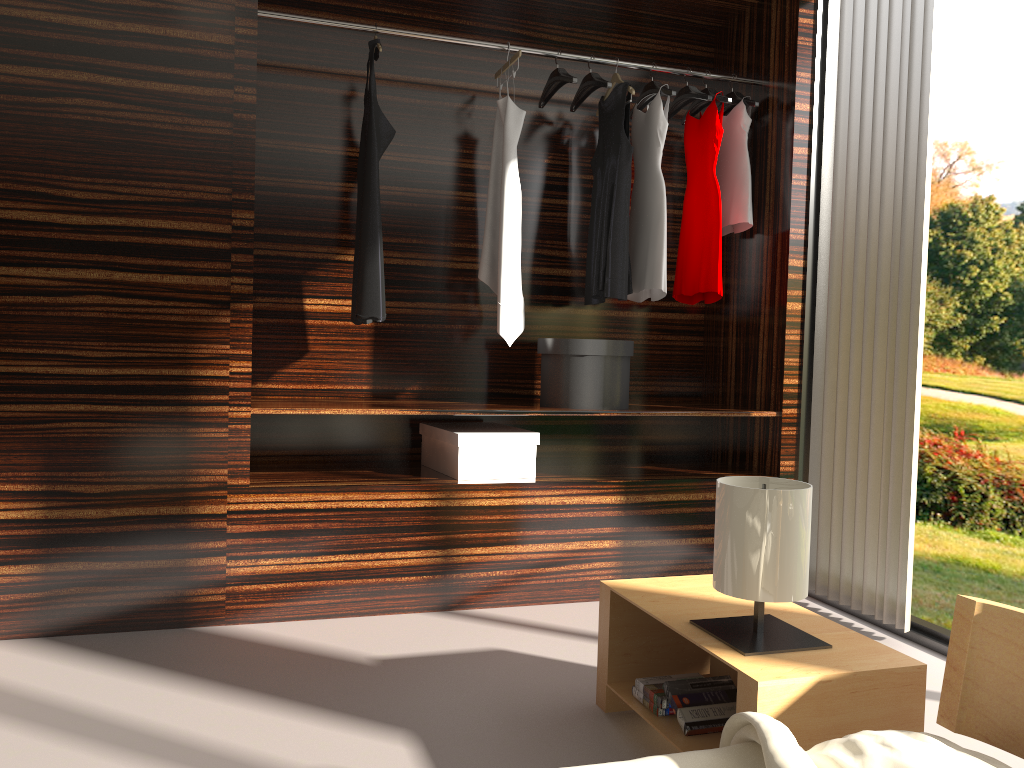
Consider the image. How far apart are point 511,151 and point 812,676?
2.2m

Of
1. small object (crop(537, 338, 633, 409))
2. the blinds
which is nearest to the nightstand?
the blinds

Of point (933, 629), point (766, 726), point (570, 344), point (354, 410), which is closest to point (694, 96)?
point (570, 344)

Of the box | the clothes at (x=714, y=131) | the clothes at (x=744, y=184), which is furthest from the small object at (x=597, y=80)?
the box

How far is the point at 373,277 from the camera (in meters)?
3.14

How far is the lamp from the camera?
1.77m

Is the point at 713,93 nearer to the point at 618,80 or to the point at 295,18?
the point at 618,80

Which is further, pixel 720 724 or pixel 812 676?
pixel 720 724

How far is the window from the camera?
2.9 meters

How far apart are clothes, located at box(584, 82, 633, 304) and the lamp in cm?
152
